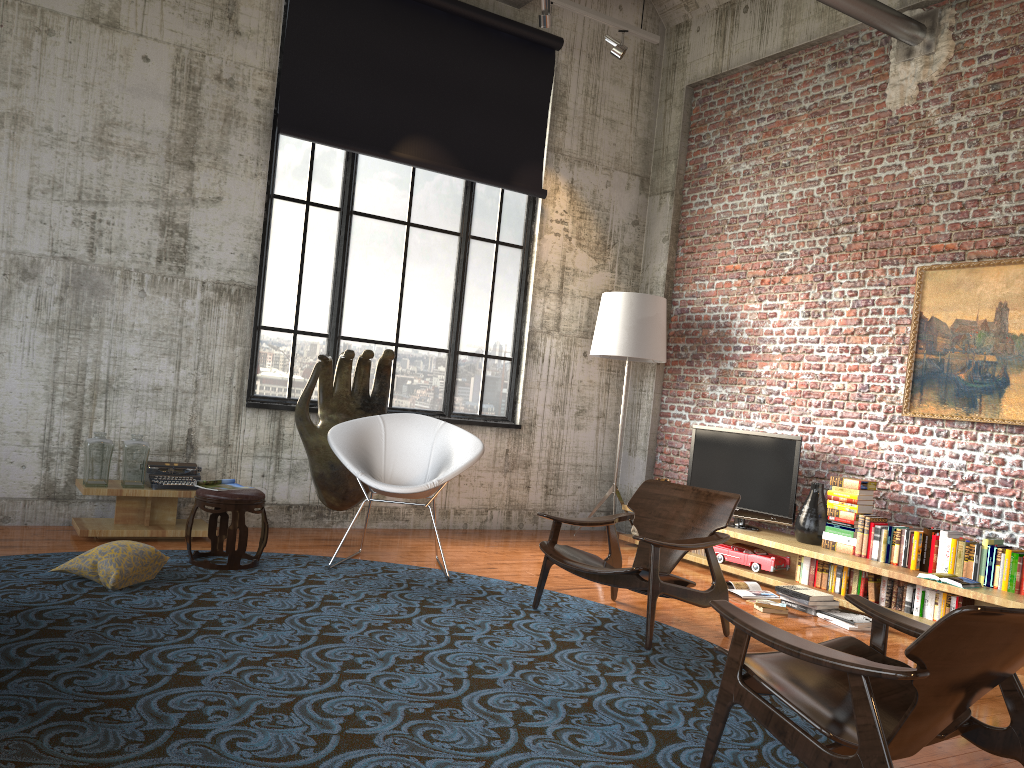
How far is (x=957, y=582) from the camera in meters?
5.3

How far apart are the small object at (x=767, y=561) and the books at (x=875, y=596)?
0.8m

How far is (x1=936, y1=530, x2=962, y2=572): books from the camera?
5.7m

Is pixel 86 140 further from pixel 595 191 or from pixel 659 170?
pixel 659 170

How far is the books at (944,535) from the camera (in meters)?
5.69

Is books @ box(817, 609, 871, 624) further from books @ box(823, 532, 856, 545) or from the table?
the table

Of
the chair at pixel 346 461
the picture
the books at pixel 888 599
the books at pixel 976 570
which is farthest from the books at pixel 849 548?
the chair at pixel 346 461

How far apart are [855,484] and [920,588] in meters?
0.9

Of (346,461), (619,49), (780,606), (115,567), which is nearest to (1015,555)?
(780,606)

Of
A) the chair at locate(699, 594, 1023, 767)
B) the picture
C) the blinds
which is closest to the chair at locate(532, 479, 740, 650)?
the chair at locate(699, 594, 1023, 767)
